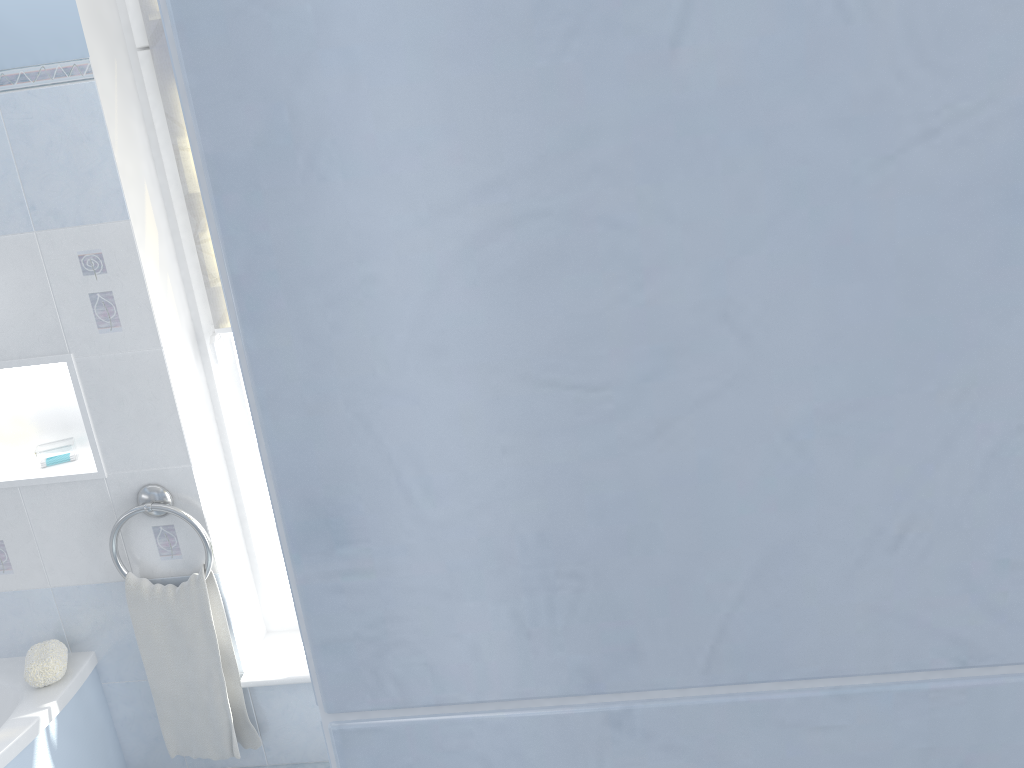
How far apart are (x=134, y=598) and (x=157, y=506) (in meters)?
0.29

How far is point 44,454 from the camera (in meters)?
2.50

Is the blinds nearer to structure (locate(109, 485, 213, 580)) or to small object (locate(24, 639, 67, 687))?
structure (locate(109, 485, 213, 580))

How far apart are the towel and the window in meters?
0.2

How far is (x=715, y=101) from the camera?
0.2m

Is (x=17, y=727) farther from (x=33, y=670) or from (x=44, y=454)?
(x=44, y=454)

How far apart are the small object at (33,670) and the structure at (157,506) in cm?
30

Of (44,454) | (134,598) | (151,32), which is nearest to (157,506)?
(134,598)

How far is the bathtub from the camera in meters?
2.3

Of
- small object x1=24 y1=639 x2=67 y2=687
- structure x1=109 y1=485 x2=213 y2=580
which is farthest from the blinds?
small object x1=24 y1=639 x2=67 y2=687
